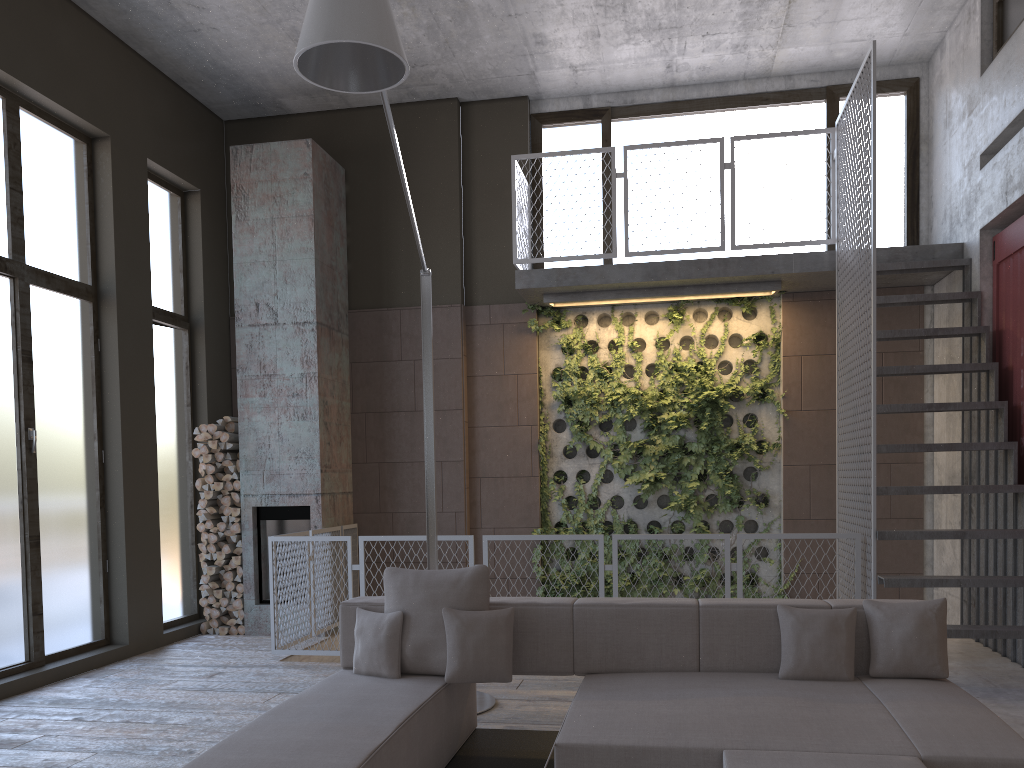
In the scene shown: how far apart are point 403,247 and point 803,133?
3.94m

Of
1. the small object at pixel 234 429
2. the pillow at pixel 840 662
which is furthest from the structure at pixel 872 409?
the small object at pixel 234 429

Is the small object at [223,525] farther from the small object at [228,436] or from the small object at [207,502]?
the small object at [228,436]

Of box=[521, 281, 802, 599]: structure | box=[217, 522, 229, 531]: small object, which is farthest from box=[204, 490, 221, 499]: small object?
box=[521, 281, 802, 599]: structure

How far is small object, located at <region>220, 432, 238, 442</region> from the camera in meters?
8.2 m

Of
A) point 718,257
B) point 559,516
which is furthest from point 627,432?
point 718,257

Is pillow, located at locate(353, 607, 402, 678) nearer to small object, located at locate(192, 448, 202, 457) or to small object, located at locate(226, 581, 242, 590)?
small object, located at locate(226, 581, 242, 590)

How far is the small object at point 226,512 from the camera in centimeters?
817cm

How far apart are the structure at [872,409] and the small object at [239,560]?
3.56m

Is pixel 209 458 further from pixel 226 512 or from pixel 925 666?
pixel 925 666
